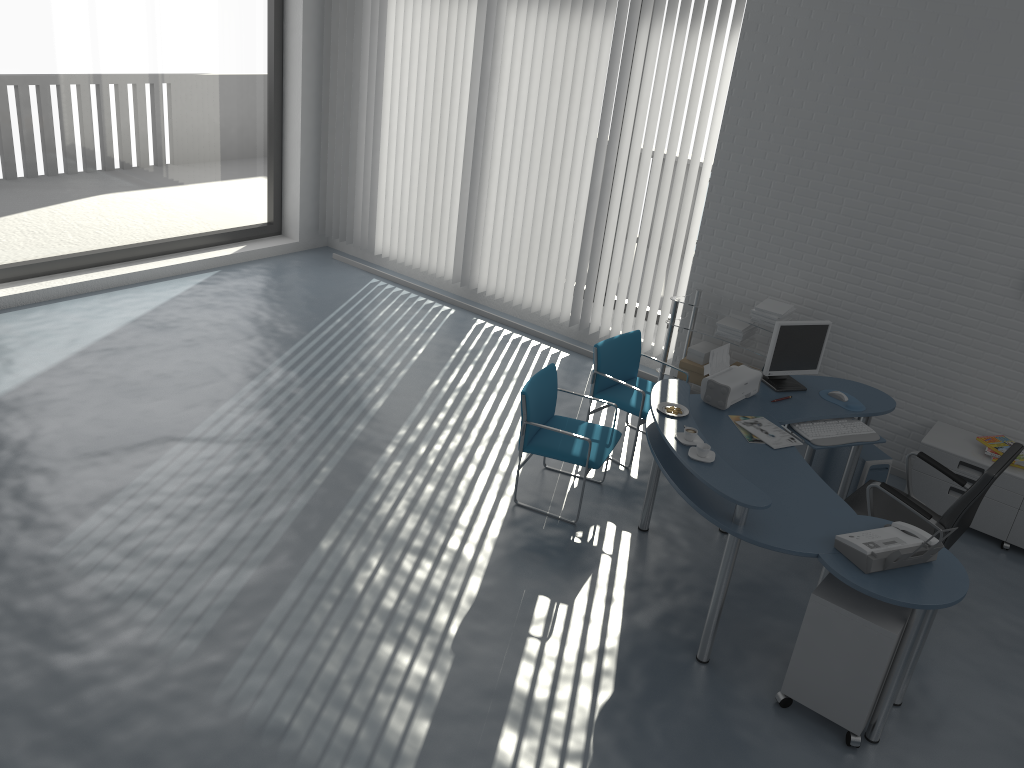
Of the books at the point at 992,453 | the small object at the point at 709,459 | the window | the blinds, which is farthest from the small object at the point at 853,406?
the window

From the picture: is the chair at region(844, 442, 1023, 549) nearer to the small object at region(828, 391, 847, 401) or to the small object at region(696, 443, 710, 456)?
the small object at region(828, 391, 847, 401)

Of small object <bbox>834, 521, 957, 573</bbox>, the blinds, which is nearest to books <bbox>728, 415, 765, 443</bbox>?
small object <bbox>834, 521, 957, 573</bbox>

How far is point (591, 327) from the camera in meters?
7.3 m

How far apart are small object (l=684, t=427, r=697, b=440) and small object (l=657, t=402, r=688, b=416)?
0.3 meters

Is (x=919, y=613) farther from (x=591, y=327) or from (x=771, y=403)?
(x=591, y=327)

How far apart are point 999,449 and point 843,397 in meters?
1.1 m

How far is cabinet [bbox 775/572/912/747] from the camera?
3.5m

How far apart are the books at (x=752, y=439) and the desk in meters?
0.0 m

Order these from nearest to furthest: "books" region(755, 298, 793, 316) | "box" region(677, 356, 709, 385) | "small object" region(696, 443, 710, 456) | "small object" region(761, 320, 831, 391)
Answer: "small object" region(696, 443, 710, 456) < "small object" region(761, 320, 831, 391) < "books" region(755, 298, 793, 316) < "box" region(677, 356, 709, 385)
